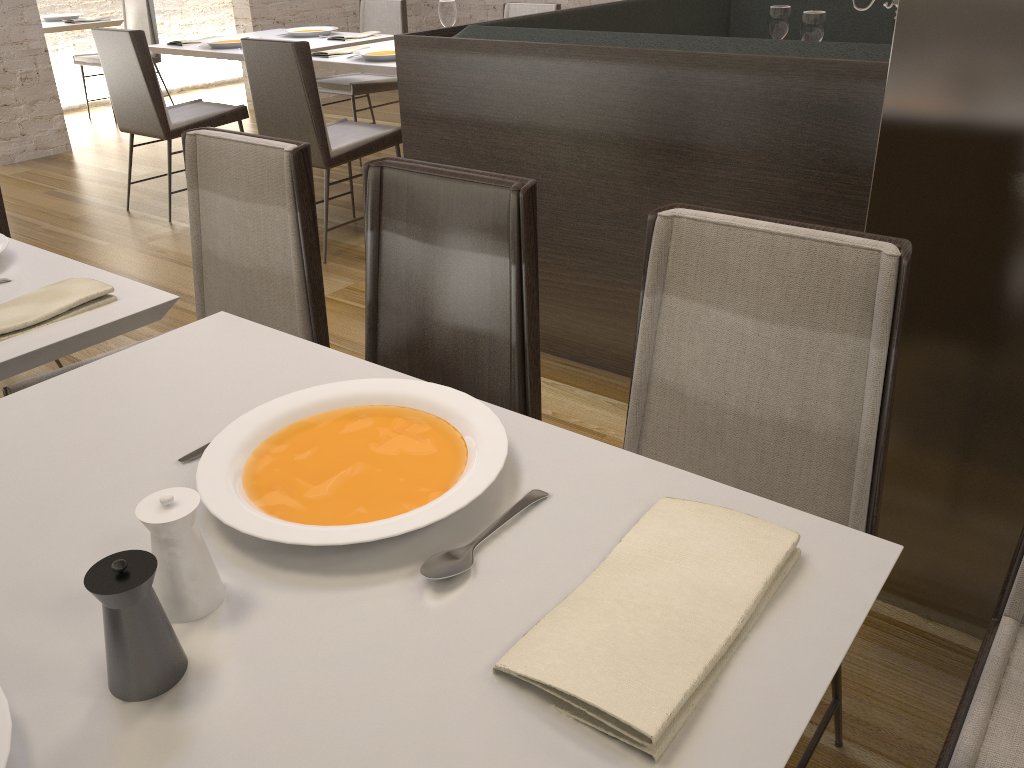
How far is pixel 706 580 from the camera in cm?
76

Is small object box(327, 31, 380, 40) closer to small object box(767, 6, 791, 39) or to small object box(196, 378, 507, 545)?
small object box(767, 6, 791, 39)

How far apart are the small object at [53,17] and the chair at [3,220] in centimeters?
460cm

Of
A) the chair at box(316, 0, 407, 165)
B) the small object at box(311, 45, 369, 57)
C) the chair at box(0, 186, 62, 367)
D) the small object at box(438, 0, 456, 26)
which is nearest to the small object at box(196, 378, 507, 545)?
the chair at box(0, 186, 62, 367)

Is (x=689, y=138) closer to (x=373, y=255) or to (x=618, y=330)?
(x=618, y=330)

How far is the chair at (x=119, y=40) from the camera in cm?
410

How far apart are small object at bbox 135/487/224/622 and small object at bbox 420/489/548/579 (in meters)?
0.18

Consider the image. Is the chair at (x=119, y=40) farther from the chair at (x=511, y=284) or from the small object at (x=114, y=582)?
the small object at (x=114, y=582)

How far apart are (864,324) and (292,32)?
4.45m

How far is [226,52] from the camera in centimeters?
437cm
